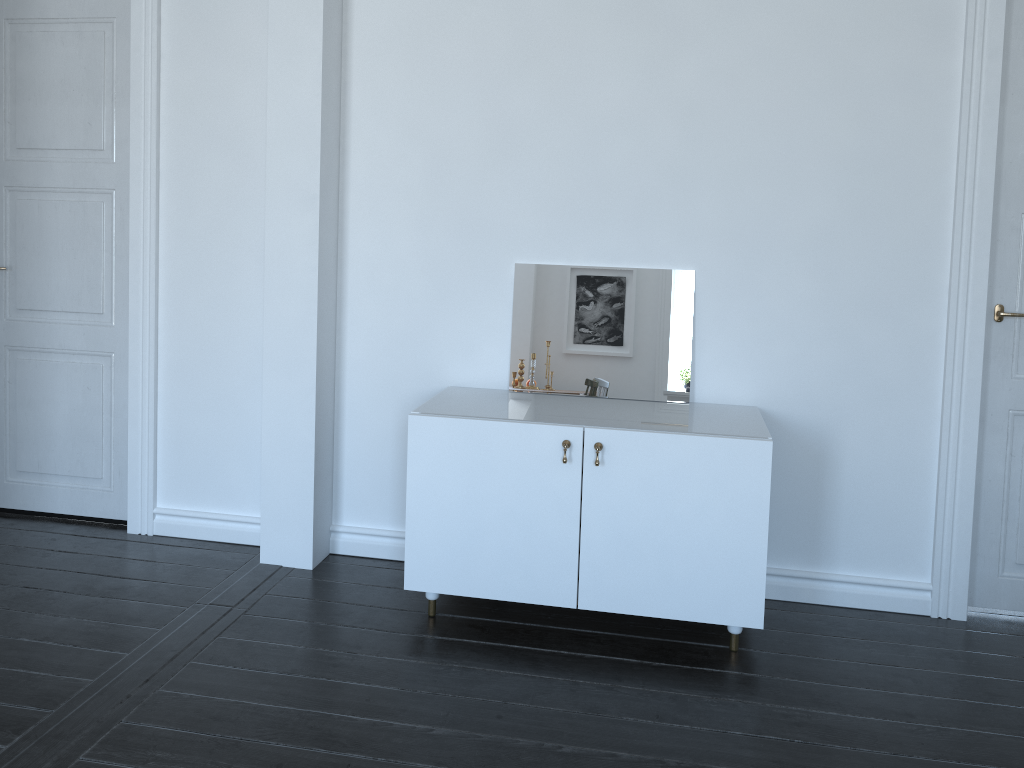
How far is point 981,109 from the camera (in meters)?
3.05

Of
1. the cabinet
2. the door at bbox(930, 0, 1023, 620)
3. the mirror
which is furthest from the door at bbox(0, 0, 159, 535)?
the door at bbox(930, 0, 1023, 620)

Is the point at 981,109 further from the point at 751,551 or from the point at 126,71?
the point at 126,71

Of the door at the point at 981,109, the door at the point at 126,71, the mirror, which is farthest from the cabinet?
the door at the point at 126,71

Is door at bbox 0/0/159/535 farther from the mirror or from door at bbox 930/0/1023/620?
door at bbox 930/0/1023/620

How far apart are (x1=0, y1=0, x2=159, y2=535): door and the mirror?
1.6 meters

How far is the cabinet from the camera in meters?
2.9

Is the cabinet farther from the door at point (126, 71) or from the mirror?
the door at point (126, 71)

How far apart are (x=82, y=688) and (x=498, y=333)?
1.9m

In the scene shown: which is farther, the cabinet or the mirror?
the mirror
